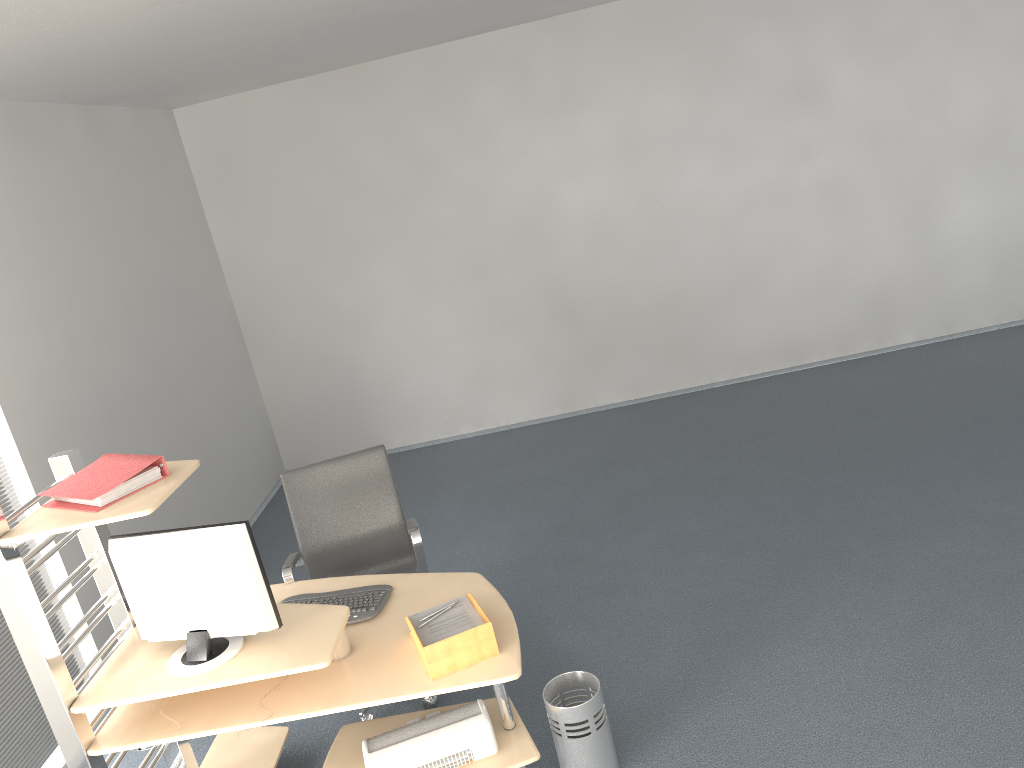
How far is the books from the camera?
2.7 meters

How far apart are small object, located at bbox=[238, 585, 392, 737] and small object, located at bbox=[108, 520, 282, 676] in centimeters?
38cm

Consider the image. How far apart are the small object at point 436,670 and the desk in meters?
0.0

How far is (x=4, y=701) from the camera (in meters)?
3.77

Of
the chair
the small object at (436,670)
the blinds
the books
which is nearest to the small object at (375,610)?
the chair

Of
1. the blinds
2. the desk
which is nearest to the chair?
the desk

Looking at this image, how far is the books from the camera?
2.7m

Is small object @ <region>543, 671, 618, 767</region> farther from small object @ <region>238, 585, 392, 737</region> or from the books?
the books

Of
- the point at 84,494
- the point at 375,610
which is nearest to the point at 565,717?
the point at 375,610

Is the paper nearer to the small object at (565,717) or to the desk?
the desk
